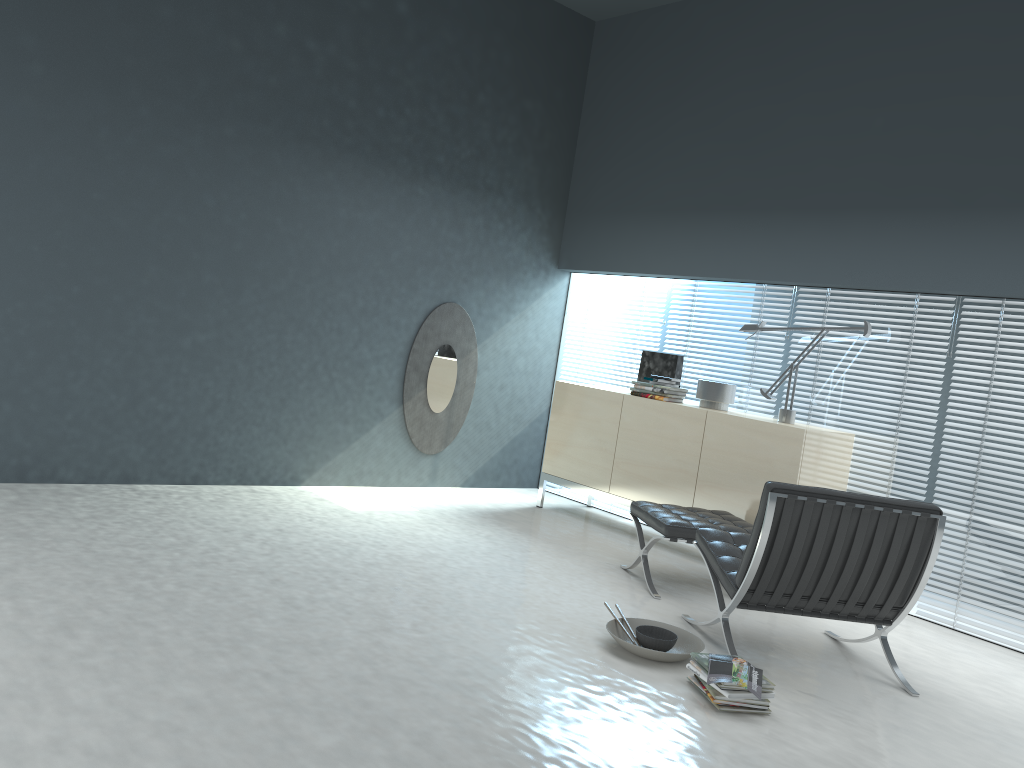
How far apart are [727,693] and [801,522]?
0.8 meters

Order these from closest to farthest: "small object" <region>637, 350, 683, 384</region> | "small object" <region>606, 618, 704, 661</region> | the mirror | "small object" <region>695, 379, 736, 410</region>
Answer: "small object" <region>606, 618, 704, 661</region>
"small object" <region>695, 379, 736, 410</region>
"small object" <region>637, 350, 683, 384</region>
the mirror

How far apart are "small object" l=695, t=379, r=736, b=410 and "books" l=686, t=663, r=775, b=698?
2.46m

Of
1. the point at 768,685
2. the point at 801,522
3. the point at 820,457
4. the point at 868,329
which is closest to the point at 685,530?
the point at 801,522

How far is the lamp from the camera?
4.9m

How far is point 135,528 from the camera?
4.1 meters

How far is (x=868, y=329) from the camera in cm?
487

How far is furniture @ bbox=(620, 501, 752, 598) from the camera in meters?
4.3 m

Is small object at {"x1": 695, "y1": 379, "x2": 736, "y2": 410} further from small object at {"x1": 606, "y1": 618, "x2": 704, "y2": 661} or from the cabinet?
small object at {"x1": 606, "y1": 618, "x2": 704, "y2": 661}

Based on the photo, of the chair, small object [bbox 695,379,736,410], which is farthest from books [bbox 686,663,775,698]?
small object [bbox 695,379,736,410]
